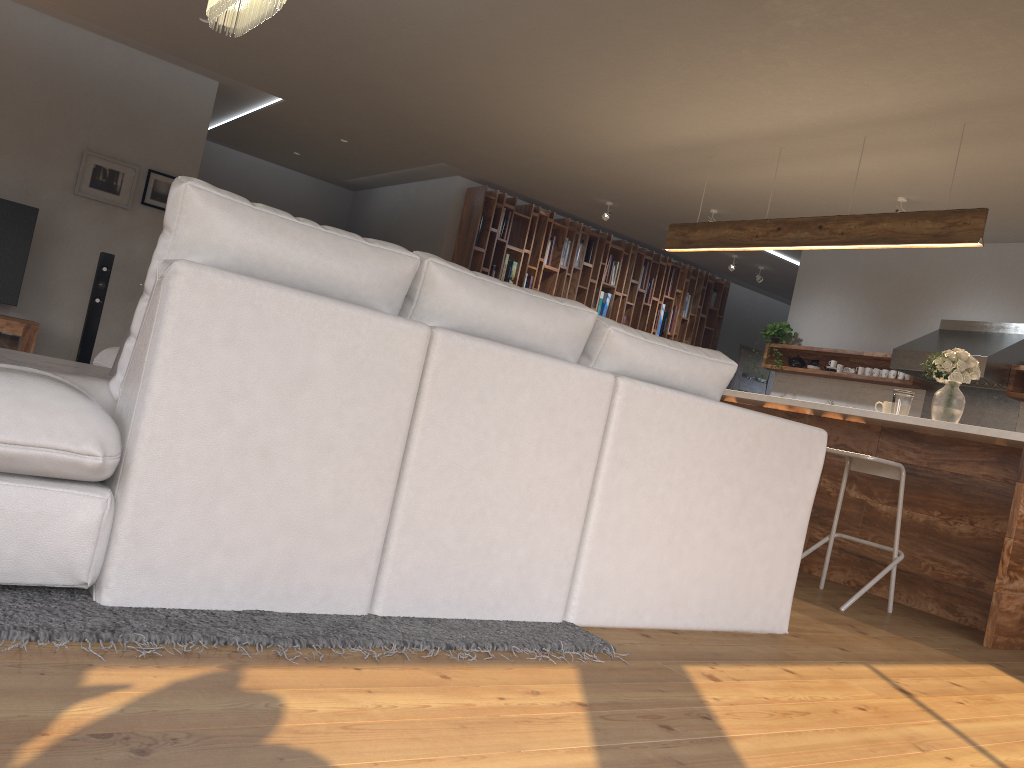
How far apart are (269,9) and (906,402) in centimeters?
390cm

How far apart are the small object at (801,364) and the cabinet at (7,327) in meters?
6.6 m

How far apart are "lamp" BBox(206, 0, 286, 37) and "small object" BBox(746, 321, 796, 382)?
6.1m

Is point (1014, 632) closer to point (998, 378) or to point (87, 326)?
point (998, 378)

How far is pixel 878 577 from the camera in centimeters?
424cm

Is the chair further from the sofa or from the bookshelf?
the bookshelf

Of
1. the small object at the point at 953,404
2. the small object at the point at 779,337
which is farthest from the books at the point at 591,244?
the small object at the point at 953,404

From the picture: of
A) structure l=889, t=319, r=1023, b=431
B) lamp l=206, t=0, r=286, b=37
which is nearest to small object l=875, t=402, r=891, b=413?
structure l=889, t=319, r=1023, b=431

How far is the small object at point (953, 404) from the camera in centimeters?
476cm

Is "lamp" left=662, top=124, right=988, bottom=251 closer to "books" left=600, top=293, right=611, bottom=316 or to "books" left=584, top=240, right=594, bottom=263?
"books" left=584, top=240, right=594, bottom=263
